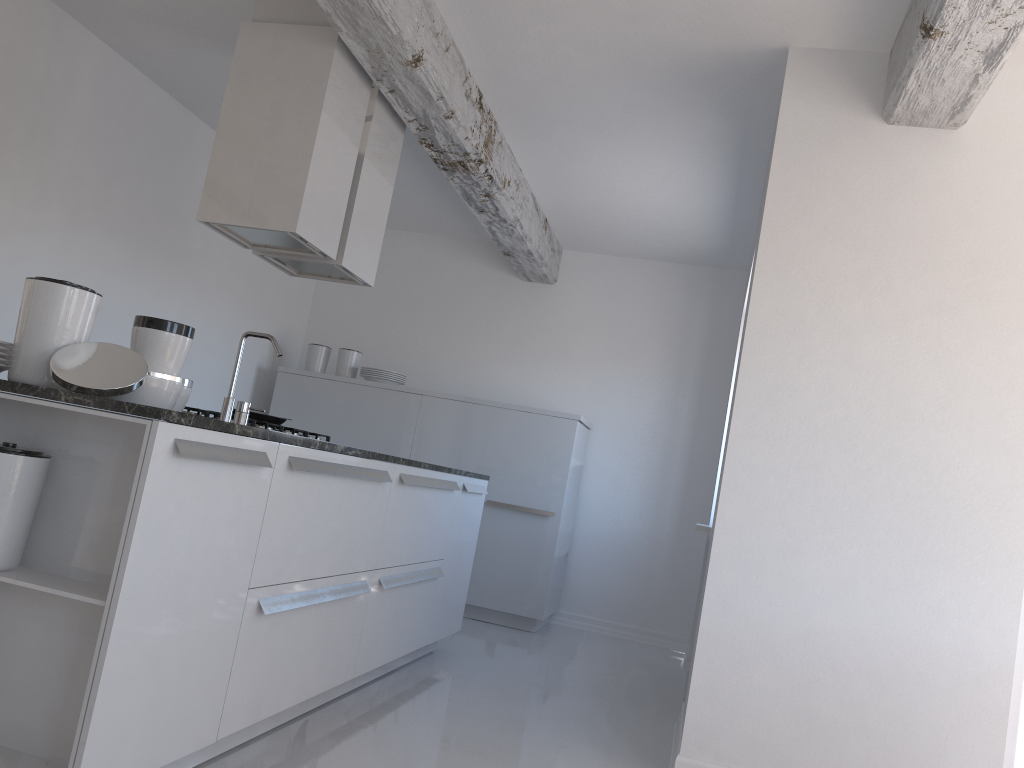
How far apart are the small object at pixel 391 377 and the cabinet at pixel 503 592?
0.1 meters

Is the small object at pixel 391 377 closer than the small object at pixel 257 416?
No

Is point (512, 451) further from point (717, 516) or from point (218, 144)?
point (218, 144)

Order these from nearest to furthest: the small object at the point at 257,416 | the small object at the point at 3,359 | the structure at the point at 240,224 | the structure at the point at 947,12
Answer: the small object at the point at 3,359 < the structure at the point at 947,12 < the structure at the point at 240,224 < the small object at the point at 257,416

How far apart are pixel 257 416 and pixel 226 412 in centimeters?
87cm

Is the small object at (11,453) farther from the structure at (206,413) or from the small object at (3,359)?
the structure at (206,413)

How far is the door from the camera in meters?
3.2

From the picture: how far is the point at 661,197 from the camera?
5.58m

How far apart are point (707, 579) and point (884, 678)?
0.7 meters

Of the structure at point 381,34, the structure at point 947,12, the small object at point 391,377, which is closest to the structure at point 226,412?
the structure at point 381,34
